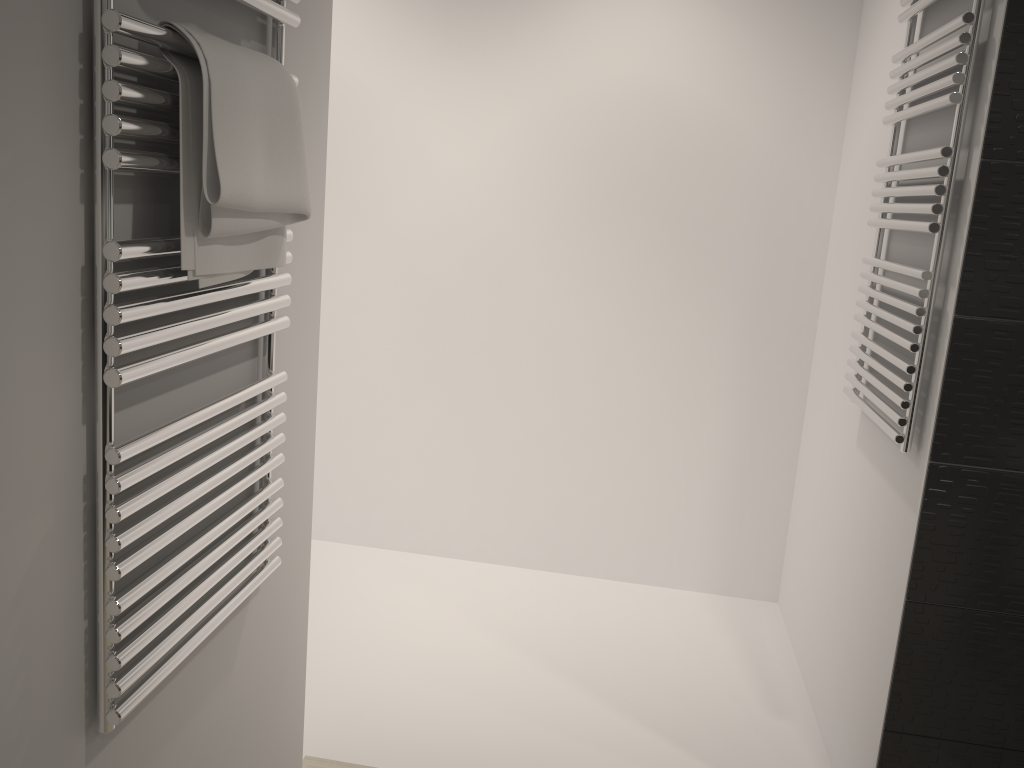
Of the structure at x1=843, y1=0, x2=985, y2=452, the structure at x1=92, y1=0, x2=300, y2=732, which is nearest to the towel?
the structure at x1=92, y1=0, x2=300, y2=732

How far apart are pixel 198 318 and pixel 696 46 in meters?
2.1 m

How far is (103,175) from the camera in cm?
93

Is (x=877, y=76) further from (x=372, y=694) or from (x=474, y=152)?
(x=372, y=694)

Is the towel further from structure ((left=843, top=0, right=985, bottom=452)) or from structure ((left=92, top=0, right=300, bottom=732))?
structure ((left=843, top=0, right=985, bottom=452))

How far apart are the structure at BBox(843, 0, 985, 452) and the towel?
1.1m

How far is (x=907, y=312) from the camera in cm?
189

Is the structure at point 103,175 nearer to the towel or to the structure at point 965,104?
the towel

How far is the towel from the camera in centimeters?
102cm

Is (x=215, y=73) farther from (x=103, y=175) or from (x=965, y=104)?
(x=965, y=104)
